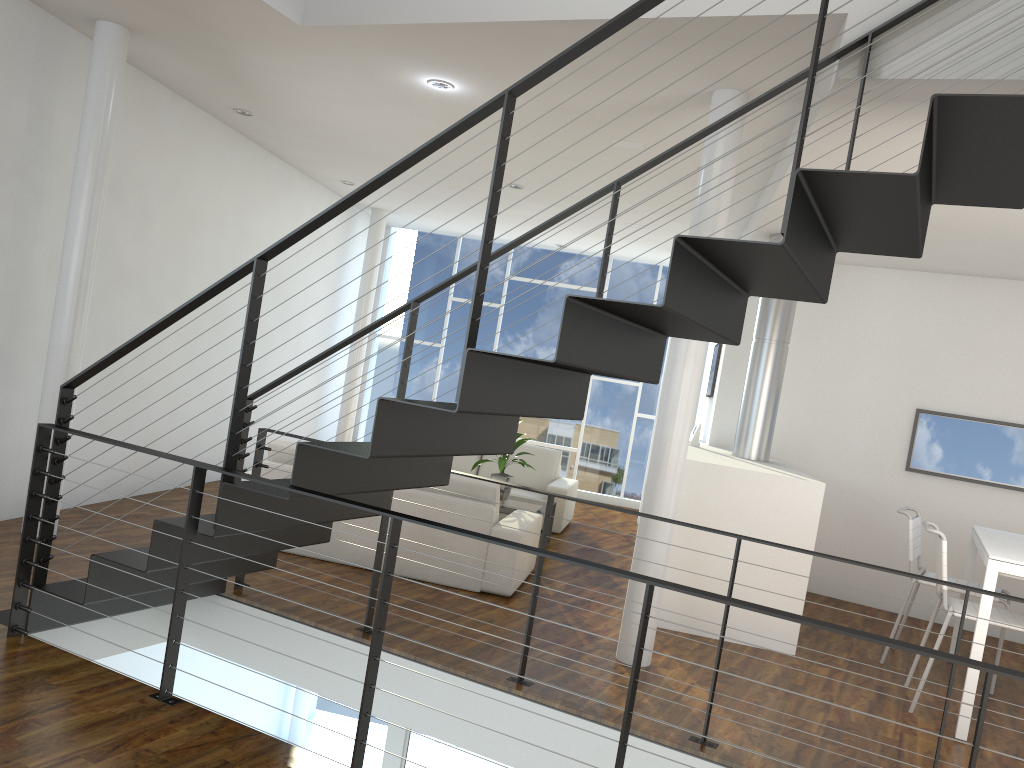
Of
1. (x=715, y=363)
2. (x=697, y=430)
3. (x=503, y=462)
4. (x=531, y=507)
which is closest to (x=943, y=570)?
(x=697, y=430)

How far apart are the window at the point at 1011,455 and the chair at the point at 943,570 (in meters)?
1.81

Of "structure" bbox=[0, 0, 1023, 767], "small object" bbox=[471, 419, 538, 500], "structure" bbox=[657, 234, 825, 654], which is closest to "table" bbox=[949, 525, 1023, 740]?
"structure" bbox=[657, 234, 825, 654]

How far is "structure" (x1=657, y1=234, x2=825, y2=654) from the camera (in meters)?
4.25

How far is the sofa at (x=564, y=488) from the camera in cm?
654

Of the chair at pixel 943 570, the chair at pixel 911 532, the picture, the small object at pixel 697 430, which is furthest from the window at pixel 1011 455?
the chair at pixel 943 570

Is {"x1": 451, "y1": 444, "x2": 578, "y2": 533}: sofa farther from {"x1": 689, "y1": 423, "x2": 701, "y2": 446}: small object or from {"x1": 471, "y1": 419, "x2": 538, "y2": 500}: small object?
{"x1": 689, "y1": 423, "x2": 701, "y2": 446}: small object

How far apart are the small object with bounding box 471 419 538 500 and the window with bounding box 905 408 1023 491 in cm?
252

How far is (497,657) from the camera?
3.5m

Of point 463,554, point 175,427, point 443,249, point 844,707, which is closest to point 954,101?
point 844,707
